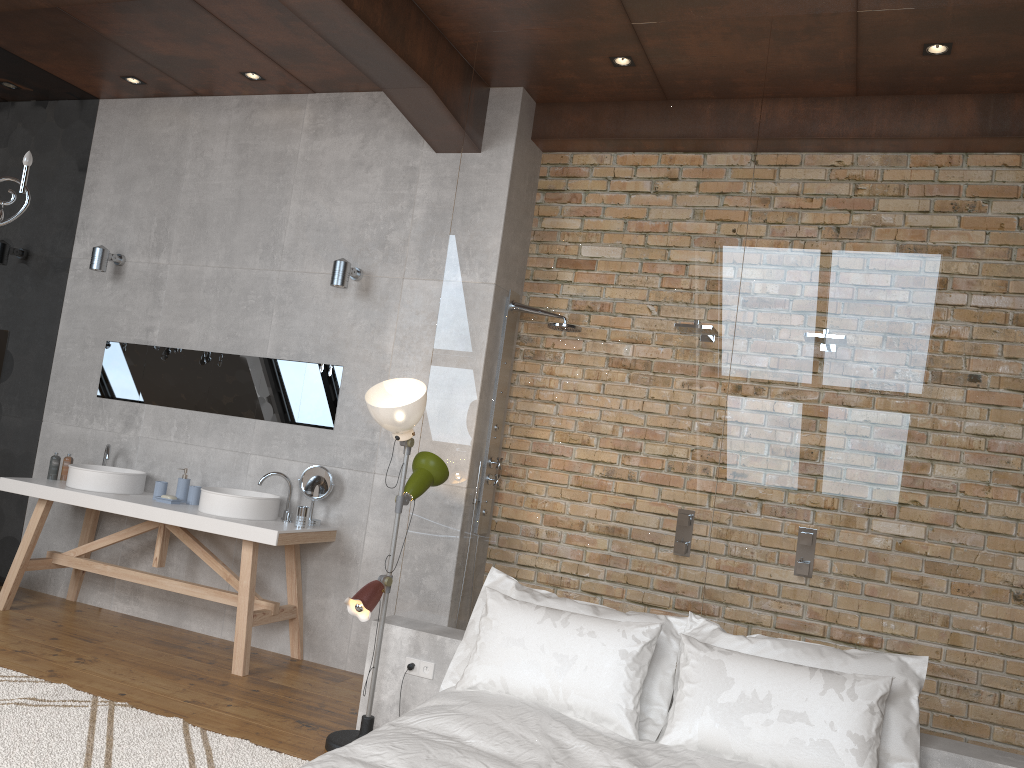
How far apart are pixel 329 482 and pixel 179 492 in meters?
1.0 m

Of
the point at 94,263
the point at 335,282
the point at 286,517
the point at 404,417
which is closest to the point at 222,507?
the point at 286,517

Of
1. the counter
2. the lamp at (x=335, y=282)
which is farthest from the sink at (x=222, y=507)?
the lamp at (x=335, y=282)

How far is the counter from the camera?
4.6 meters

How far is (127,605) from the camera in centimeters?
554cm

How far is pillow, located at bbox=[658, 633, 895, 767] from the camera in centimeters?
288cm

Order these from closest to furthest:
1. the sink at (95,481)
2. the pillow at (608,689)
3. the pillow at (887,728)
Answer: the pillow at (887,728) < the pillow at (608,689) < the sink at (95,481)

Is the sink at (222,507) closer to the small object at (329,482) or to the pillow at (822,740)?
the small object at (329,482)

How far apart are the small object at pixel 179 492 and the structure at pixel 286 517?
0.7 meters

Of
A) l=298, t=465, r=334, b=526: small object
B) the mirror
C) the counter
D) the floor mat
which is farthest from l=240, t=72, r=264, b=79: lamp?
the floor mat
